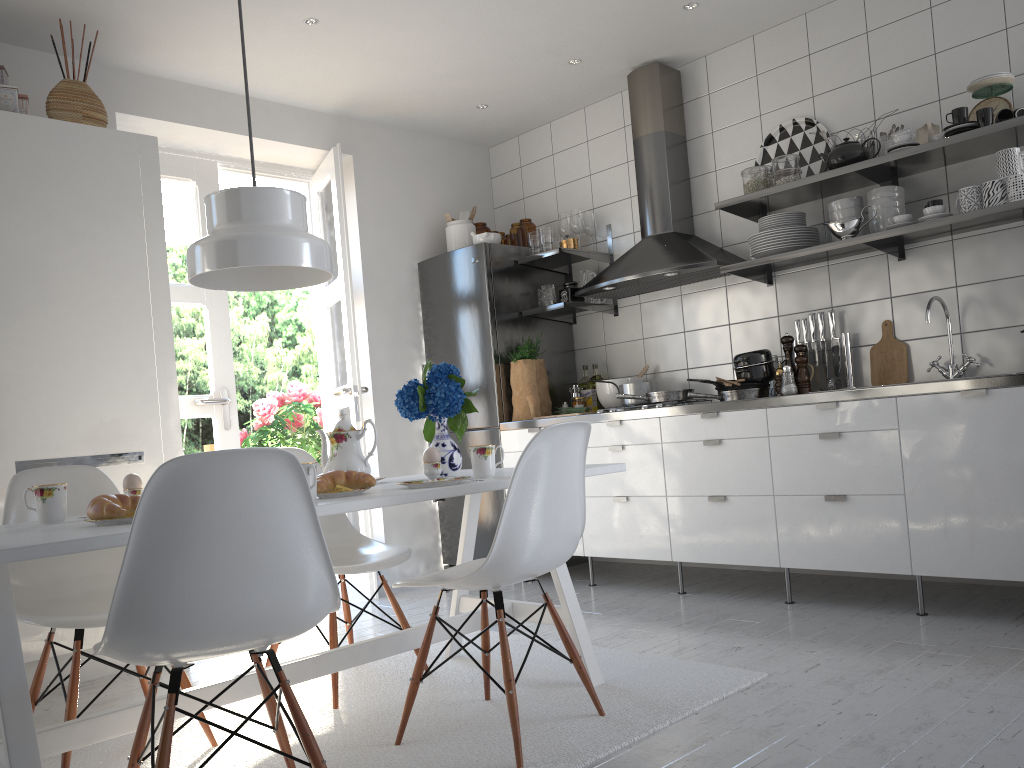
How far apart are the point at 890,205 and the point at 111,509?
3.1 meters

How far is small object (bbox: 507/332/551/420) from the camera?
4.7m

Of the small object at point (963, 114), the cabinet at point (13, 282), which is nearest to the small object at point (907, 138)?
the small object at point (963, 114)

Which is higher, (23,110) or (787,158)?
(23,110)

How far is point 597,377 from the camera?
4.88m

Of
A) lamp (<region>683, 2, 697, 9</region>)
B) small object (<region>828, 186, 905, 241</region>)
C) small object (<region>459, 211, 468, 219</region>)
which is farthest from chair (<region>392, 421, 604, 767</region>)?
small object (<region>459, 211, 468, 219</region>)

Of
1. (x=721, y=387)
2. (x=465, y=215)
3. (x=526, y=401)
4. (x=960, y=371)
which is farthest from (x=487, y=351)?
(x=960, y=371)

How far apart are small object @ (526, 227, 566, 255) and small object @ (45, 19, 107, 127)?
2.18m

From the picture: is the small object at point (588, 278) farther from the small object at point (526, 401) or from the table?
the table

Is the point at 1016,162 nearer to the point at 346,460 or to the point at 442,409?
the point at 442,409
